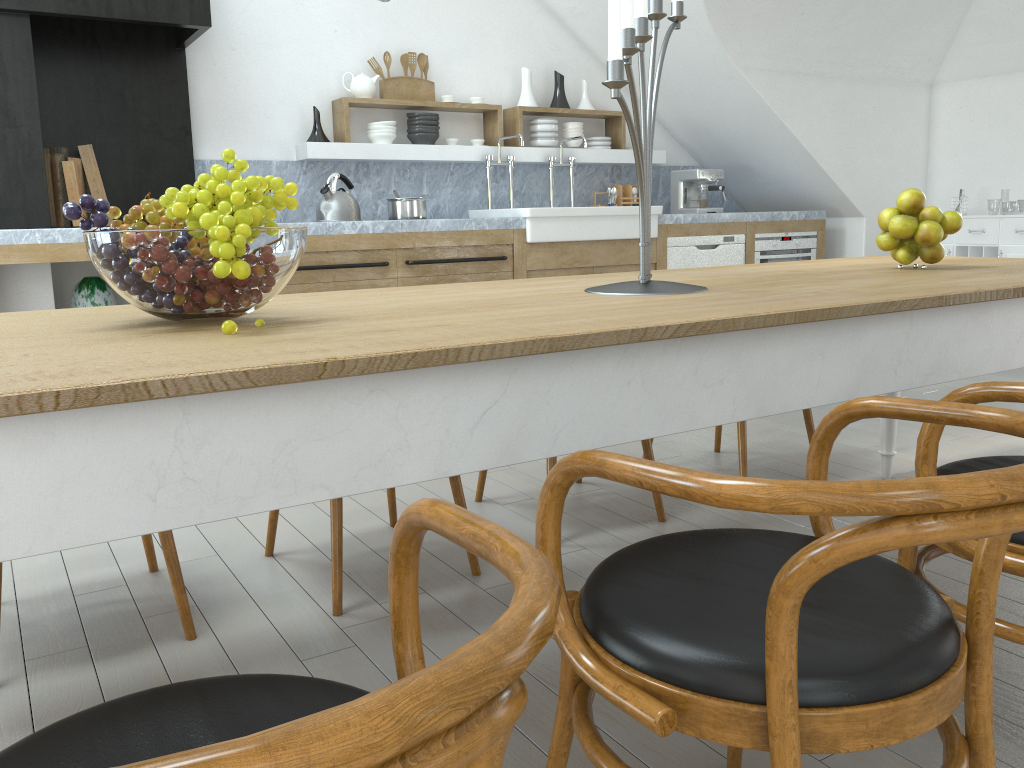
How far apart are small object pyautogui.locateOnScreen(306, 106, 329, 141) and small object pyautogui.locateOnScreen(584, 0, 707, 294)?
3.4 meters

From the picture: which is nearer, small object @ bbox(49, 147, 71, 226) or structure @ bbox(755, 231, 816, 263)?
small object @ bbox(49, 147, 71, 226)

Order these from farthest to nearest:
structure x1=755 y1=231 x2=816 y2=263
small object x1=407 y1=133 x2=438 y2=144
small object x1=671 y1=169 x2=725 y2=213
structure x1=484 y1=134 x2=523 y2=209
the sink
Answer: small object x1=671 y1=169 x2=725 y2=213, structure x1=755 y1=231 x2=816 y2=263, structure x1=484 y1=134 x2=523 y2=209, small object x1=407 y1=133 x2=438 y2=144, the sink

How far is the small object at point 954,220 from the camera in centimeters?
232cm

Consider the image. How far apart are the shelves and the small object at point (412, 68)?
0.2m

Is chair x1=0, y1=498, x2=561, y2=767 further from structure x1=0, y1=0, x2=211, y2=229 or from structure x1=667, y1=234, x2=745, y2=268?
structure x1=667, y1=234, x2=745, y2=268

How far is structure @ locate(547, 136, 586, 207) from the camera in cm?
592

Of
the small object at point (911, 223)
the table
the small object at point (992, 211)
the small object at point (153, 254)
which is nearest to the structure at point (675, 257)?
the table

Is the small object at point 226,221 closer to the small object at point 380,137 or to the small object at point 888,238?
the small object at point 888,238

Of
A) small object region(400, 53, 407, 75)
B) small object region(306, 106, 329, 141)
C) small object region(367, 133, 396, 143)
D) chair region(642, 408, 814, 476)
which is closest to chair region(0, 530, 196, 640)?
chair region(642, 408, 814, 476)
